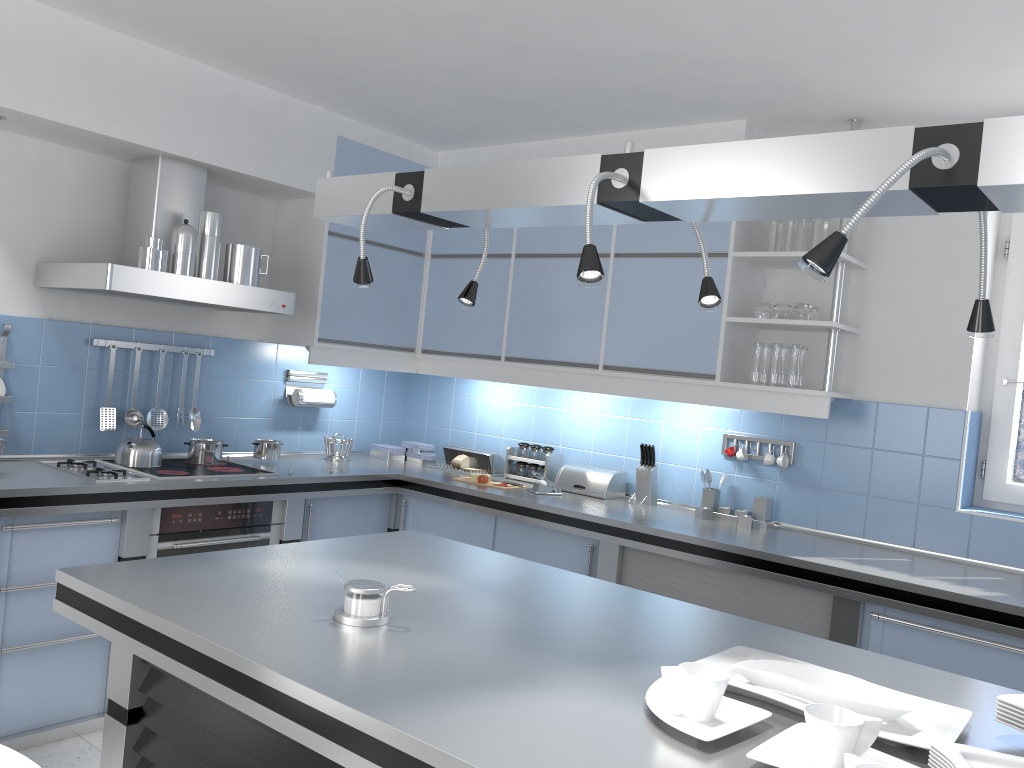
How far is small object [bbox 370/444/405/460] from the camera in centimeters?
504cm

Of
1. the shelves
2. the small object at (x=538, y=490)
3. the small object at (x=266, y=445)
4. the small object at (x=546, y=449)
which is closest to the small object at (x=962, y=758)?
the shelves

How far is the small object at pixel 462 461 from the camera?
4.8m

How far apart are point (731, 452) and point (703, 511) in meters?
0.3 m

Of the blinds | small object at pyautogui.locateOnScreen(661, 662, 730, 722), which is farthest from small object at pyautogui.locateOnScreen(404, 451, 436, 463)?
small object at pyautogui.locateOnScreen(661, 662, 730, 722)

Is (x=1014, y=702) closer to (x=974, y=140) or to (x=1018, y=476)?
(x=974, y=140)

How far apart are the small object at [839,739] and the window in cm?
264

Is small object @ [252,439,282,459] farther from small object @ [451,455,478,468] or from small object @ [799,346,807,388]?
small object @ [799,346,807,388]

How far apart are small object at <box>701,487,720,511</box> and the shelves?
0.7 meters

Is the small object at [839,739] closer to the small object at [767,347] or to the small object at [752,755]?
the small object at [752,755]
